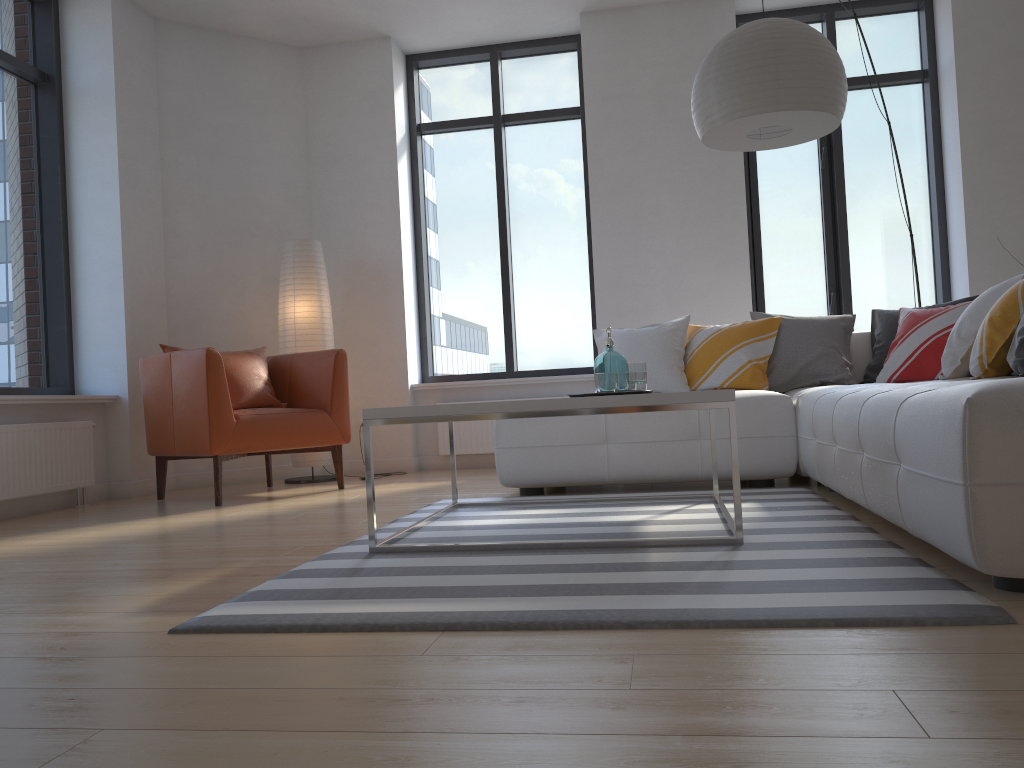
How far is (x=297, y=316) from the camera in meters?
5.6

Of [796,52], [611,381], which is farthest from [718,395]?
[796,52]

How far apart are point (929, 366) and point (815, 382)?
A: 0.55m

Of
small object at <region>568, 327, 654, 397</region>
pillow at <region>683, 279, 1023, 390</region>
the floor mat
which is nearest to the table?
the floor mat

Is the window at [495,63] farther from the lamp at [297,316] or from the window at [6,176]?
the window at [6,176]

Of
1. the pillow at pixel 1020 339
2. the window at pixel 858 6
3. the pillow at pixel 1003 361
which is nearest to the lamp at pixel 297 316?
the pillow at pixel 1003 361

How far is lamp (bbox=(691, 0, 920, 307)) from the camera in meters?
3.3

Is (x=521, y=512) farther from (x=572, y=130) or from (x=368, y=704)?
(x=572, y=130)

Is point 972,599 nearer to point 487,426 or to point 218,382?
point 218,382

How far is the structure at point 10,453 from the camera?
4.3m
